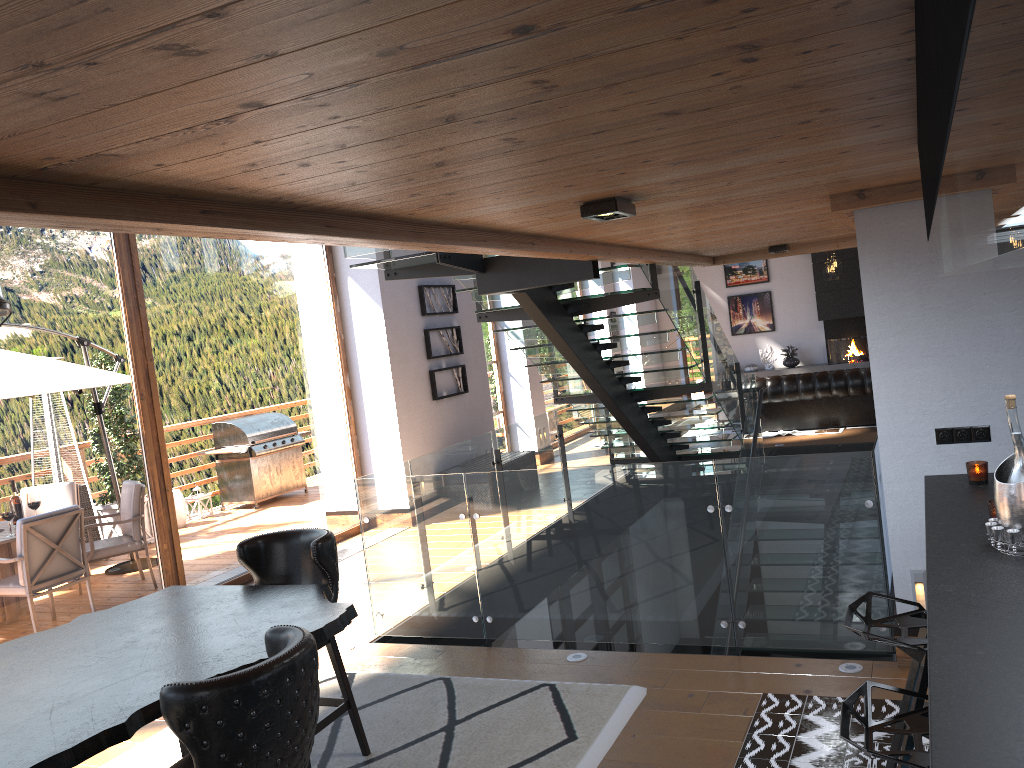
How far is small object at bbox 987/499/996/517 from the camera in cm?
279

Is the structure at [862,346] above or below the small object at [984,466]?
below

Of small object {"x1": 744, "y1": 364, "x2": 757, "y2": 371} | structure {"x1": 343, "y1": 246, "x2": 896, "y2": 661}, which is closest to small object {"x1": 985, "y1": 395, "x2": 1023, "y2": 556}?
structure {"x1": 343, "y1": 246, "x2": 896, "y2": 661}

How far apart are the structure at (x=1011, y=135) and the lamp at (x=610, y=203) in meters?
1.2

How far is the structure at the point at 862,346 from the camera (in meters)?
16.70

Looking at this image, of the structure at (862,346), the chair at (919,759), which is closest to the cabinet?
the chair at (919,759)

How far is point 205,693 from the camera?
2.4 meters

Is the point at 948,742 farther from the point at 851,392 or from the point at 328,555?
the point at 851,392

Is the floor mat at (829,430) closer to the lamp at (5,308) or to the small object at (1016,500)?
the small object at (1016,500)

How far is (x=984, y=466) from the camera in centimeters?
338cm
